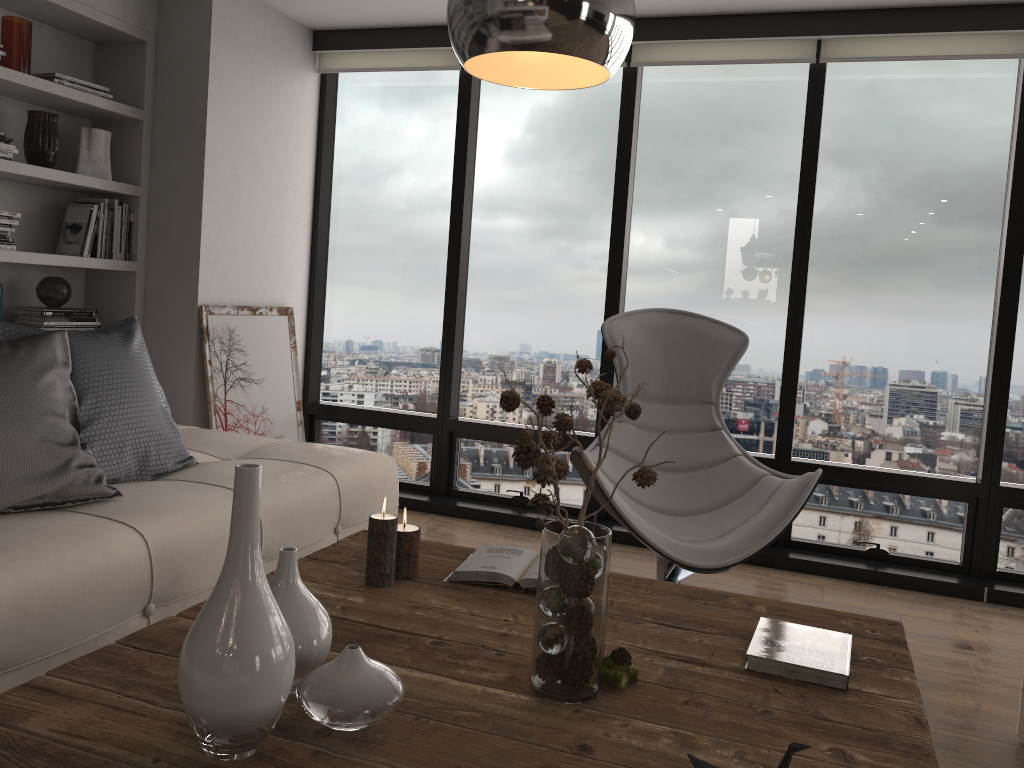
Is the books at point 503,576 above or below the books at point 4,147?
below

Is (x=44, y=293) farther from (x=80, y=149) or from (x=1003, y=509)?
(x=1003, y=509)

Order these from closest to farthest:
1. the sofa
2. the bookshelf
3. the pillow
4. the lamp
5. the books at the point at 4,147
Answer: the lamp → the sofa → the pillow → the books at the point at 4,147 → the bookshelf

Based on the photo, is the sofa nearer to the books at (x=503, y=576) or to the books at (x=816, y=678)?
the books at (x=503, y=576)

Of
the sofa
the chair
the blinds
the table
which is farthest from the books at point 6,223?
the chair

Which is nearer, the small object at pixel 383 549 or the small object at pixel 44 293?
the small object at pixel 383 549

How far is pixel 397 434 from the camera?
4.79m

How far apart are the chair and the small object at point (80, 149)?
2.25m

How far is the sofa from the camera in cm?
192

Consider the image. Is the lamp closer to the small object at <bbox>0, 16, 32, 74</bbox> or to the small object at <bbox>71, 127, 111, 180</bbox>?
the small object at <bbox>0, 16, 32, 74</bbox>
